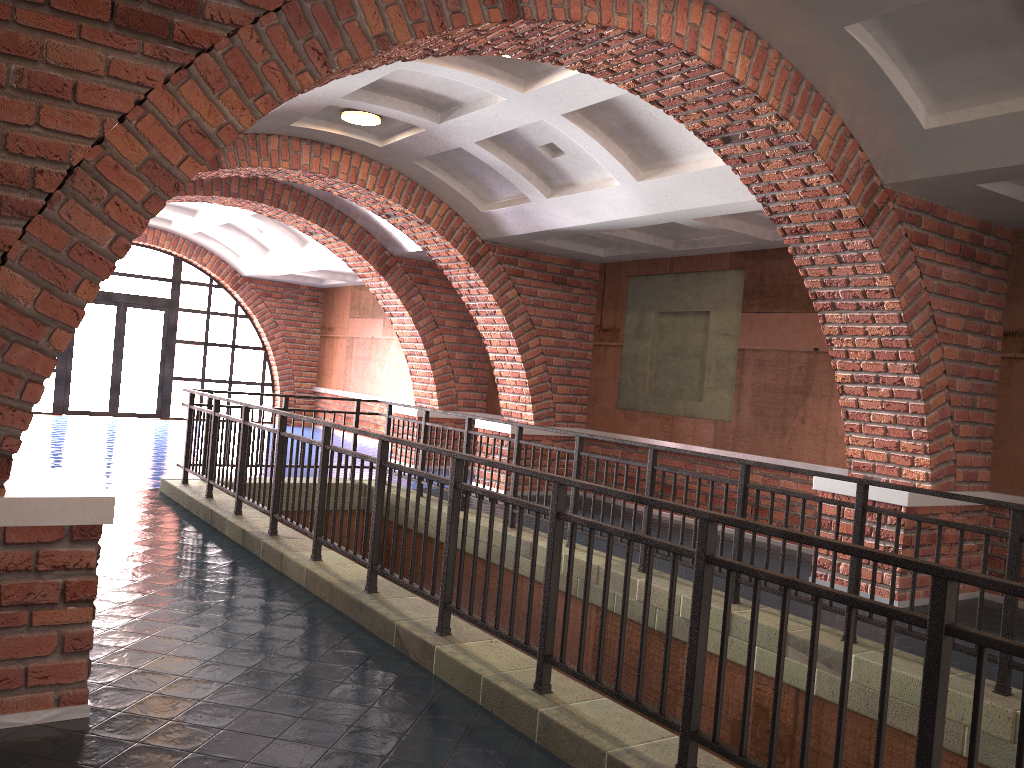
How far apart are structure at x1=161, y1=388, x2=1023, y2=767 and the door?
9.26m

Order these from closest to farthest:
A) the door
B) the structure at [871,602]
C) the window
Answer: the structure at [871,602]
the window
the door

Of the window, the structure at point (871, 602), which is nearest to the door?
the window

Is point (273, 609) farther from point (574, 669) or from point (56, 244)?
point (56, 244)

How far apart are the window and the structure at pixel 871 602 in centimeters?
926cm

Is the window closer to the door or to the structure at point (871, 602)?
the door

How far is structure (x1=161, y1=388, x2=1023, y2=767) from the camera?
2.5 meters

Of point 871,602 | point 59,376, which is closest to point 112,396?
point 59,376

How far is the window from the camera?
16.6m

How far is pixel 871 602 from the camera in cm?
254
